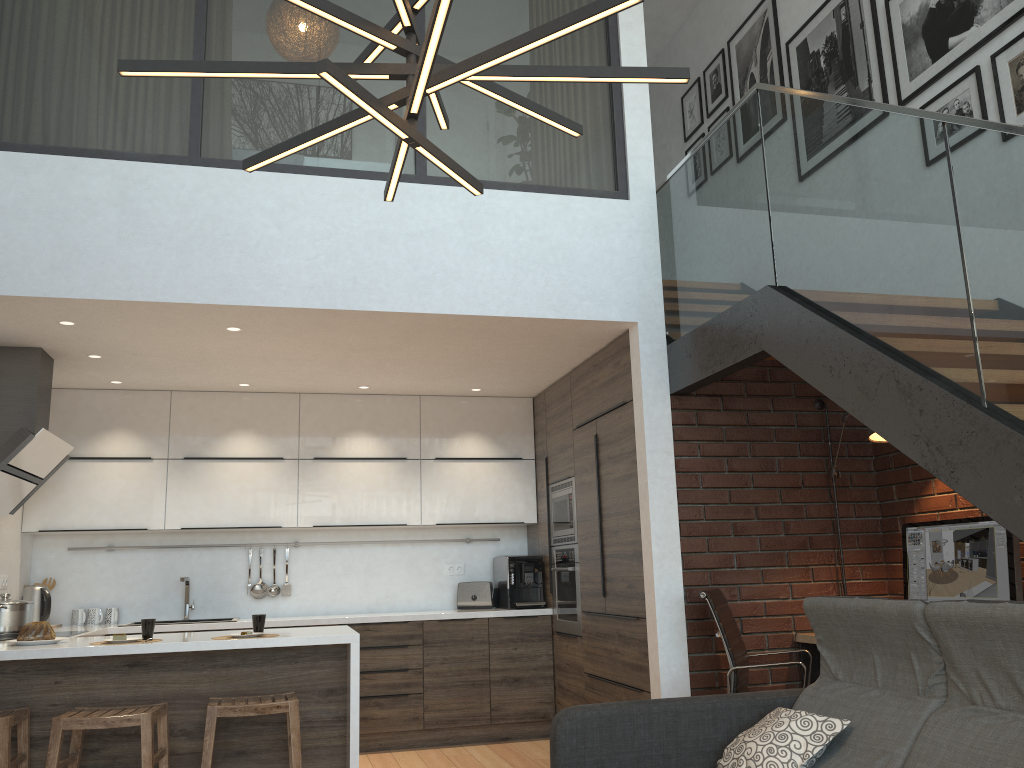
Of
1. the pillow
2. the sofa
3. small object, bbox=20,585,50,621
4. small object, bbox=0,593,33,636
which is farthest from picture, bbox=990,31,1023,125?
small object, bbox=20,585,50,621

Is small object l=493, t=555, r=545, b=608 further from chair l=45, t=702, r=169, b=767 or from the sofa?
the sofa

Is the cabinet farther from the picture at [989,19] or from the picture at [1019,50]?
the picture at [1019,50]

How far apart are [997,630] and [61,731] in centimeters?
334cm

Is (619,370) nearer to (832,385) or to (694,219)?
(694,219)

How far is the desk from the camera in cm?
447

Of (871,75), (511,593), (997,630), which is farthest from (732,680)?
(871,75)

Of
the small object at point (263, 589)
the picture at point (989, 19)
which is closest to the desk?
the picture at point (989, 19)

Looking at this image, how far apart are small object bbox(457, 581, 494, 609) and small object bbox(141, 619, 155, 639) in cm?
271

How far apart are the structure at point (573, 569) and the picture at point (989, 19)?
3.2m
